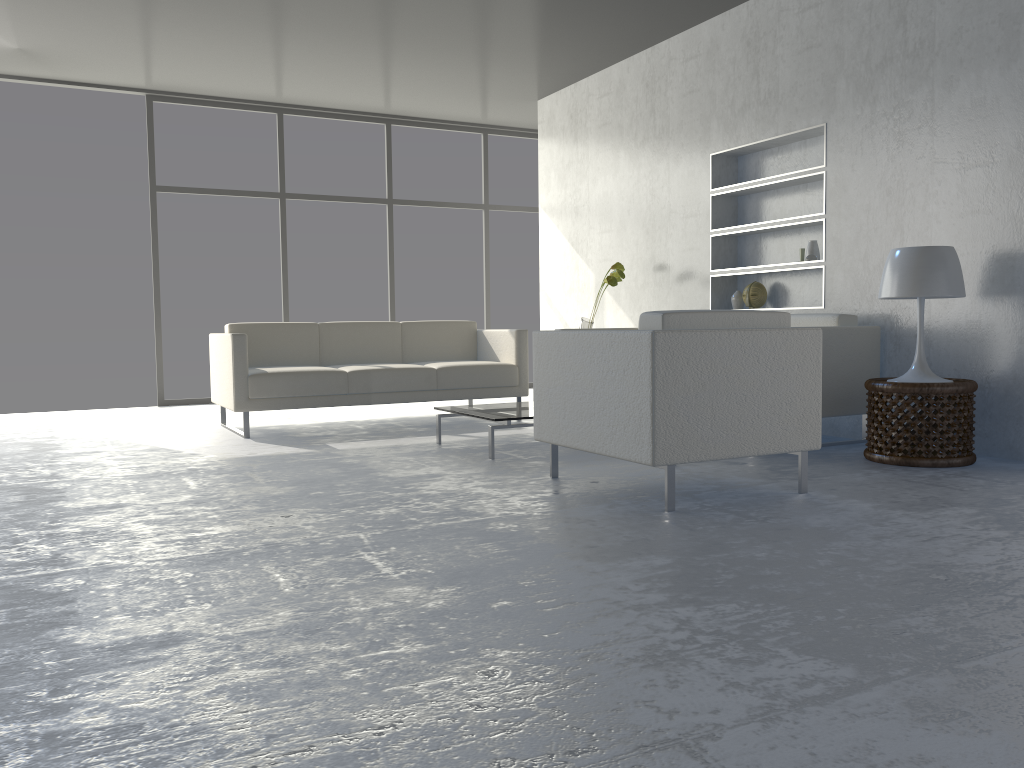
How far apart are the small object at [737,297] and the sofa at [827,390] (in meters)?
0.87

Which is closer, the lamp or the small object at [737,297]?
the lamp

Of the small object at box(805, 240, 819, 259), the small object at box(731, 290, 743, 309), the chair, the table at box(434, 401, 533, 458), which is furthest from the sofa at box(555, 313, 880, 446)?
the table at box(434, 401, 533, 458)

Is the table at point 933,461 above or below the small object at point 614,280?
below

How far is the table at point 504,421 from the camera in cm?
415

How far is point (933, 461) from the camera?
3.7m

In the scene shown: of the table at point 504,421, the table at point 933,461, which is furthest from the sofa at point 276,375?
the table at point 933,461

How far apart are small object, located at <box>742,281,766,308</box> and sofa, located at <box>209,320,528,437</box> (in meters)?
1.41

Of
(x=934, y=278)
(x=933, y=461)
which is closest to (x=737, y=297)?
(x=934, y=278)

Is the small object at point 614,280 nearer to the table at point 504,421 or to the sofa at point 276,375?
the sofa at point 276,375
